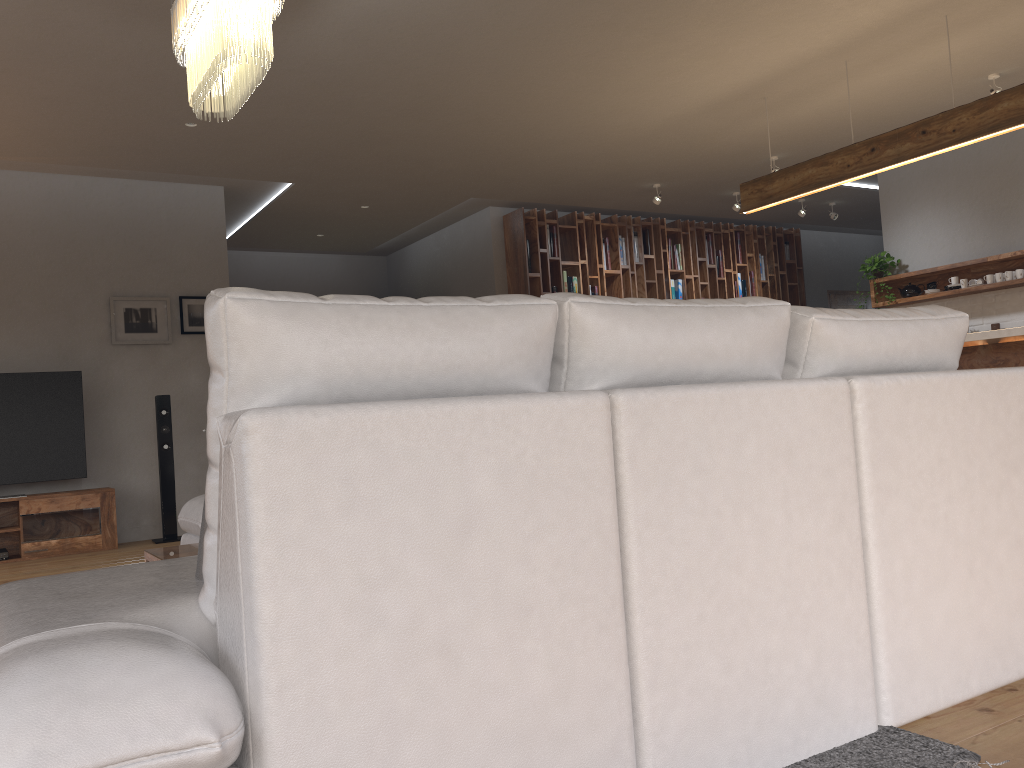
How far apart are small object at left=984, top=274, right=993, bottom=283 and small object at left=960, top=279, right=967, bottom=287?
0.2m

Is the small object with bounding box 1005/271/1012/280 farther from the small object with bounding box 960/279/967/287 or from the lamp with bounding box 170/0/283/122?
the lamp with bounding box 170/0/283/122

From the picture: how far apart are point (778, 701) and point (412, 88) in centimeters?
446cm

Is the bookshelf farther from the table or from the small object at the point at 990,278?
the table

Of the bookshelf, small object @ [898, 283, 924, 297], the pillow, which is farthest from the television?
small object @ [898, 283, 924, 297]

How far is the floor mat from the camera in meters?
1.7 m

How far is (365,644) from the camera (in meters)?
1.28

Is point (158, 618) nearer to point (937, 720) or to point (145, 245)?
point (937, 720)

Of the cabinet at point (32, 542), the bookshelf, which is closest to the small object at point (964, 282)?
the bookshelf

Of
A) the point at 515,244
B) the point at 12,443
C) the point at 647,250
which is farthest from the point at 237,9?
the point at 647,250
